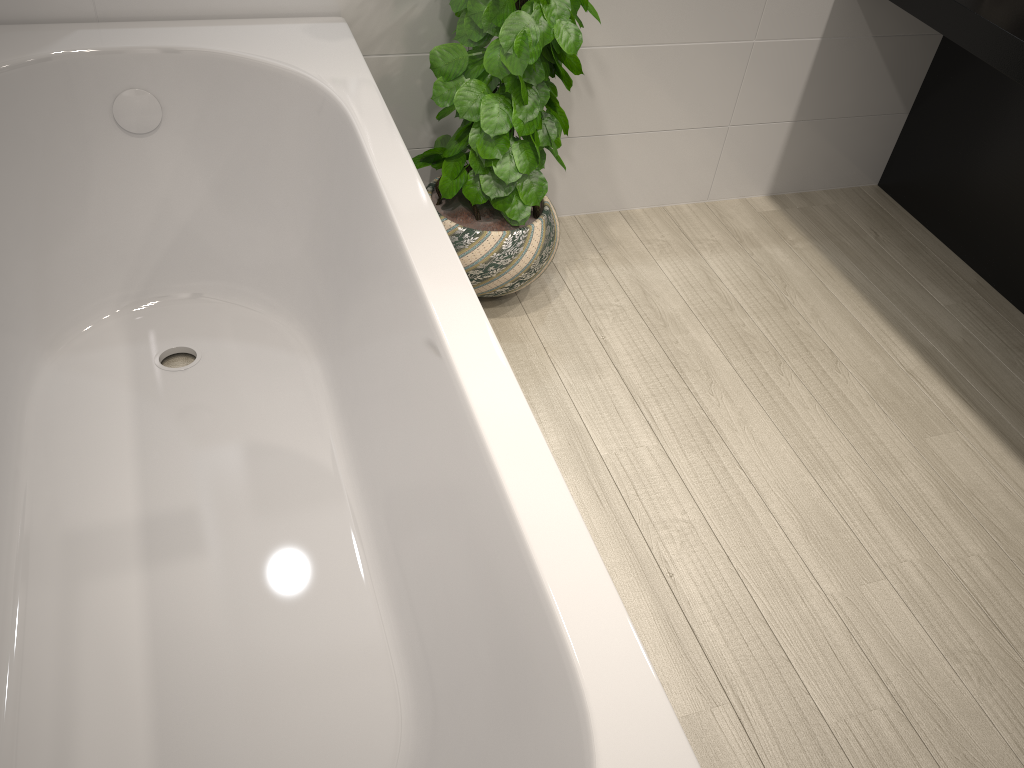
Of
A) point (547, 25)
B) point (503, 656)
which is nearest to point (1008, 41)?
point (547, 25)

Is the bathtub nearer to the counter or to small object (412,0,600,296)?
small object (412,0,600,296)

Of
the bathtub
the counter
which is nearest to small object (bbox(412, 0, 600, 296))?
the bathtub

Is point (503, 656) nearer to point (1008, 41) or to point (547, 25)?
point (547, 25)

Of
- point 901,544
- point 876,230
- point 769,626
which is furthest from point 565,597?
point 876,230

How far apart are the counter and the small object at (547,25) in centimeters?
90cm

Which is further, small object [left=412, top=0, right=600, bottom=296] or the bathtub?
small object [left=412, top=0, right=600, bottom=296]

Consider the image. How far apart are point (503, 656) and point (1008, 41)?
1.89m

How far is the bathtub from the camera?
1.18m

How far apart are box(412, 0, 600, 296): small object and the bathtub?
0.2m
